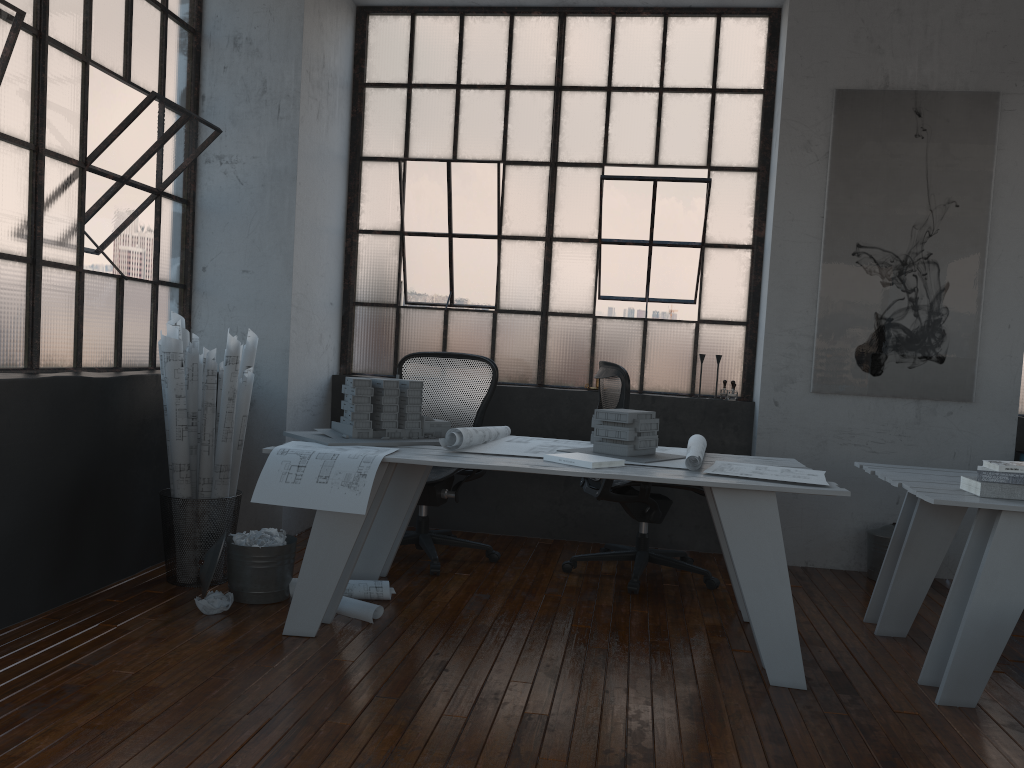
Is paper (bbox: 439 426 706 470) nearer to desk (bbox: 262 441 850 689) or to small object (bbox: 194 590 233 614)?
desk (bbox: 262 441 850 689)

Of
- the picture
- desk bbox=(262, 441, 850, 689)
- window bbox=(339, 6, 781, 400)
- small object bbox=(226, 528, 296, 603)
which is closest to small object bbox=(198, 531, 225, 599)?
small object bbox=(226, 528, 296, 603)

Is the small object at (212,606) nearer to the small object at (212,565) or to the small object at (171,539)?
the small object at (212,565)

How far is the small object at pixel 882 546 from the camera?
4.6 meters

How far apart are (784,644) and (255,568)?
2.1m

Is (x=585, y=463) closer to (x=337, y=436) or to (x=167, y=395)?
(x=337, y=436)

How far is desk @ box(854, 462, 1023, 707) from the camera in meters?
2.9

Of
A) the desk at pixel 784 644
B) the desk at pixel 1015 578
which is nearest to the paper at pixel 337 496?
the desk at pixel 784 644

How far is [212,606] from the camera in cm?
343

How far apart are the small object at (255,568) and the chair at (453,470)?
0.7m
